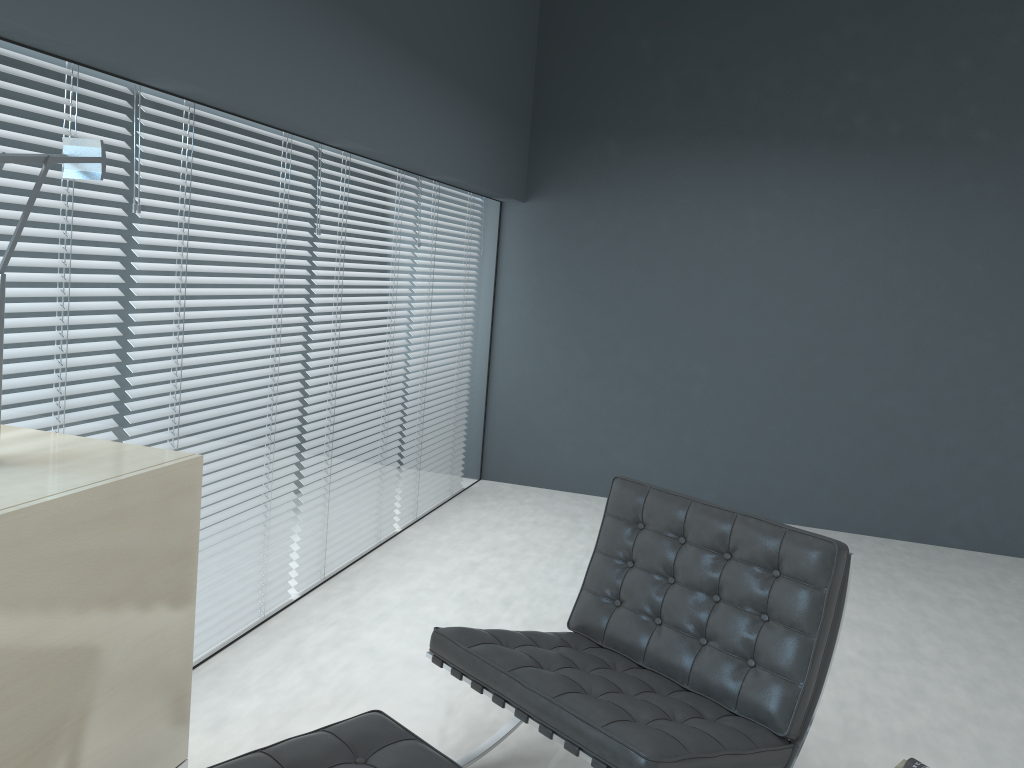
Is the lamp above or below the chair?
above

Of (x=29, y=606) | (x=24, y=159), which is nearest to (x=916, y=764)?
(x=29, y=606)

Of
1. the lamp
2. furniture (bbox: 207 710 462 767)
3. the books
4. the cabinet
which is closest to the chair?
furniture (bbox: 207 710 462 767)

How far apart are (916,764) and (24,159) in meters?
2.5

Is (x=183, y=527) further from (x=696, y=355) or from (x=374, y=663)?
(x=696, y=355)

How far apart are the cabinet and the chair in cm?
60

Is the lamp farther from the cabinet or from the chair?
the chair

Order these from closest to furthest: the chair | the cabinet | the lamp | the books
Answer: the cabinet → the lamp → the chair → the books

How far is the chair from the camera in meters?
1.9 m

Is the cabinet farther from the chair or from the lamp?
the chair
